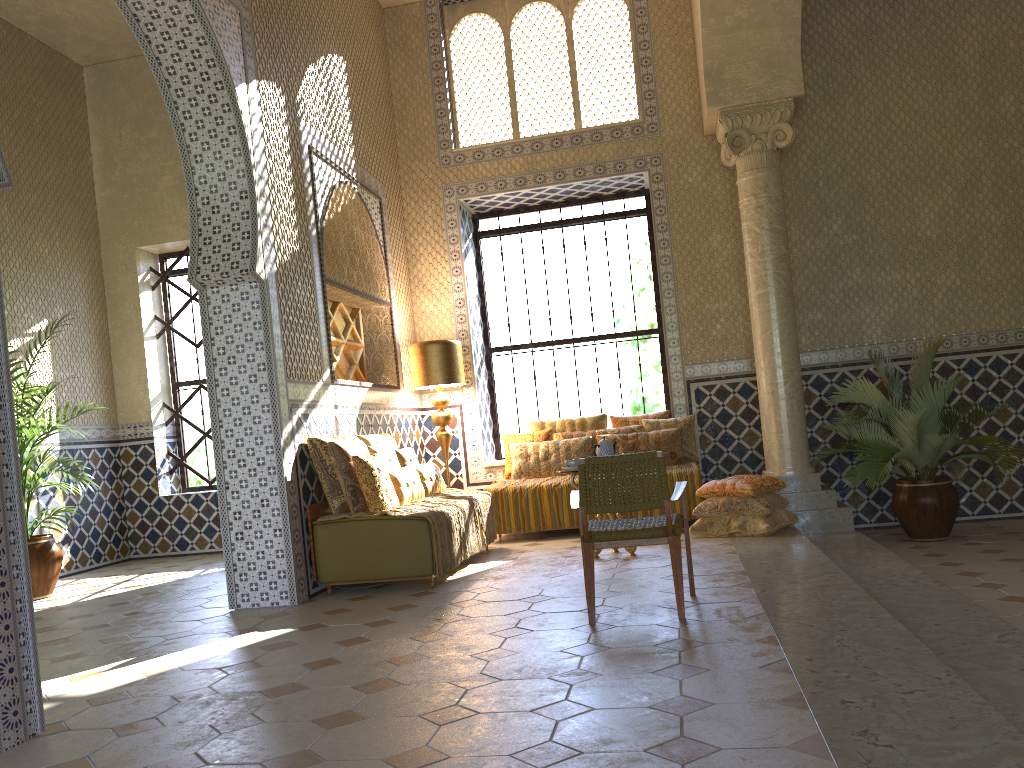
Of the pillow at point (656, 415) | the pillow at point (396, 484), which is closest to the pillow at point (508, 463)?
→ the pillow at point (656, 415)

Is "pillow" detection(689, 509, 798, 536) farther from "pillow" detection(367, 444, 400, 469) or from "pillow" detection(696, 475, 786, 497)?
"pillow" detection(367, 444, 400, 469)

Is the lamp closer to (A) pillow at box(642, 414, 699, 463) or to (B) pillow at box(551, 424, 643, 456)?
(B) pillow at box(551, 424, 643, 456)

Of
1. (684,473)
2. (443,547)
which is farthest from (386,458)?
(684,473)

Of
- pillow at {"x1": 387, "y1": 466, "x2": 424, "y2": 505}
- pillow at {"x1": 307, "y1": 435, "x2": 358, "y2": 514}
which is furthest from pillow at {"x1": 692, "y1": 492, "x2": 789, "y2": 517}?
pillow at {"x1": 307, "y1": 435, "x2": 358, "y2": 514}

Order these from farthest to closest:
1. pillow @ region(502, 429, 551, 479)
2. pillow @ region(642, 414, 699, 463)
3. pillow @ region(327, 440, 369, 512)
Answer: pillow @ region(502, 429, 551, 479)
pillow @ region(642, 414, 699, 463)
pillow @ region(327, 440, 369, 512)

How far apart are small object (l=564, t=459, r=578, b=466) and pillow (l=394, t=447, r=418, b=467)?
2.1 meters

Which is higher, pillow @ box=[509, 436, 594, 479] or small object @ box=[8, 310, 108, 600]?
pillow @ box=[509, 436, 594, 479]

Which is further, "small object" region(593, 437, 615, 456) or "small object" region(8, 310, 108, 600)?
"small object" region(8, 310, 108, 600)

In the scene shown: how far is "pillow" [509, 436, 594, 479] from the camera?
12.1m
